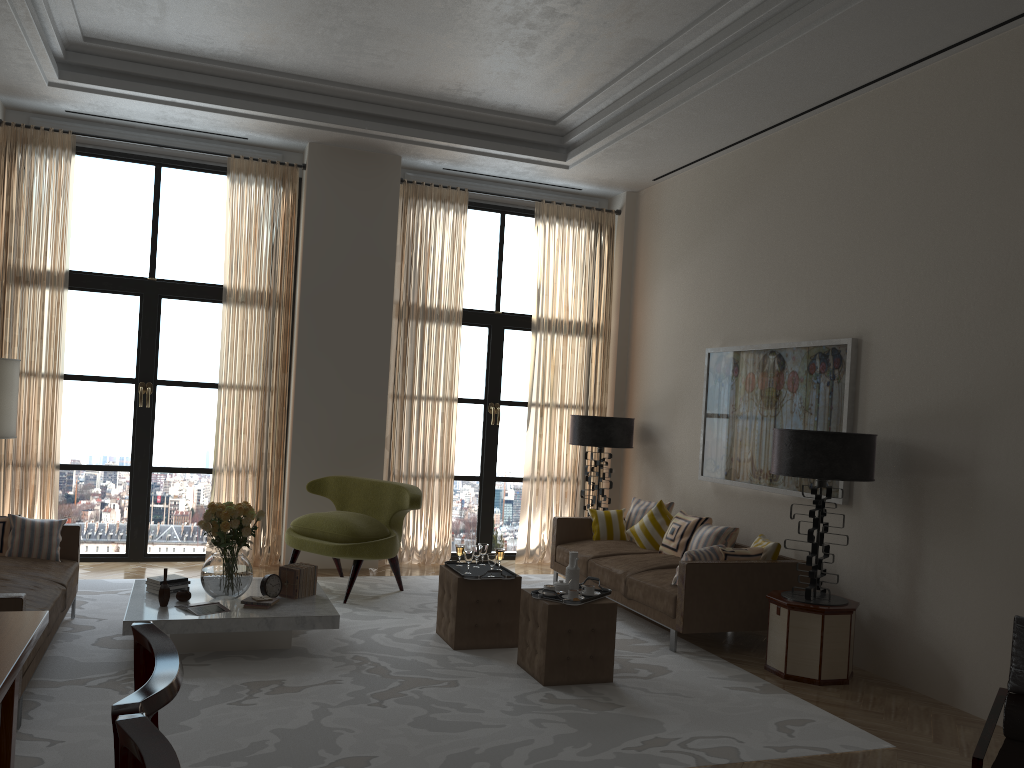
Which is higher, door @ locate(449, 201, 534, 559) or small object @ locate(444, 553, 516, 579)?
door @ locate(449, 201, 534, 559)

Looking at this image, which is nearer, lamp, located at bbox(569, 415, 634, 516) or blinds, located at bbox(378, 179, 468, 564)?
lamp, located at bbox(569, 415, 634, 516)

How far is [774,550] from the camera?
8.1m

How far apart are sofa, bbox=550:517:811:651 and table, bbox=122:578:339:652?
2.9m

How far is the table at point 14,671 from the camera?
3.2m

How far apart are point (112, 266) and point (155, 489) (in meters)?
2.66

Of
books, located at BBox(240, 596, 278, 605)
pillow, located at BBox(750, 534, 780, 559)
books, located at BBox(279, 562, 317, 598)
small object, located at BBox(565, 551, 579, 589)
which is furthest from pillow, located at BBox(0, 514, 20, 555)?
pillow, located at BBox(750, 534, 780, 559)

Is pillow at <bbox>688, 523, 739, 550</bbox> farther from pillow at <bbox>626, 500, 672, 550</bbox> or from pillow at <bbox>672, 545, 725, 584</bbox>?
pillow at <bbox>672, 545, 725, 584</bbox>

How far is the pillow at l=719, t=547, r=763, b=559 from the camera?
7.94m

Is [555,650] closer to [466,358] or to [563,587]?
[563,587]
